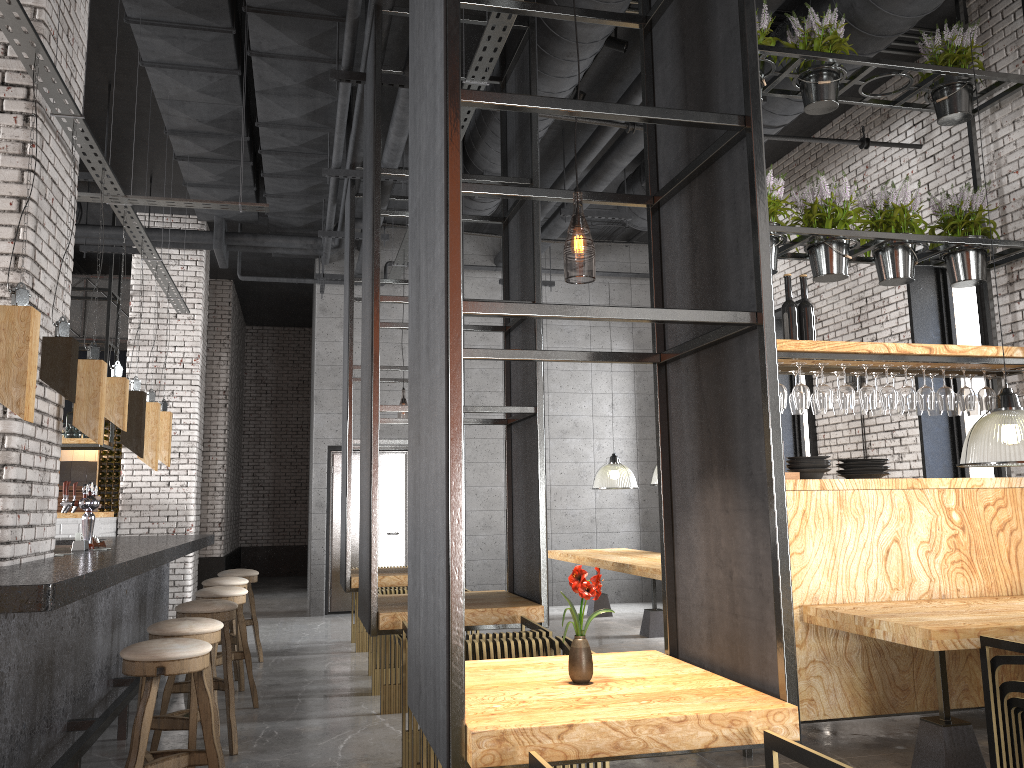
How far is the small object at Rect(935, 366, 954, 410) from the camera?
5.3 meters

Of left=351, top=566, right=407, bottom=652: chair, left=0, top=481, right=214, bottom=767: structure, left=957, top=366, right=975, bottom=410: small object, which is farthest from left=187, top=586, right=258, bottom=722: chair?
left=957, top=366, right=975, bottom=410: small object

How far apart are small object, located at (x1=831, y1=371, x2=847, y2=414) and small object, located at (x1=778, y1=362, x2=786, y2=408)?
0.62m

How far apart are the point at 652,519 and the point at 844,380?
7.09m

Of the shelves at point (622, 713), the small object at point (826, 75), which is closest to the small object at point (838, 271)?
the small object at point (826, 75)

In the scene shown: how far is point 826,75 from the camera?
5.6m

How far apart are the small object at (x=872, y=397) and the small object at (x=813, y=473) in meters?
0.5

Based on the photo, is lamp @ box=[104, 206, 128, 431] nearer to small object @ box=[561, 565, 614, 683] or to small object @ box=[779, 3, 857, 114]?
small object @ box=[561, 565, 614, 683]

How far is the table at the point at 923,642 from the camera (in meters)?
3.83

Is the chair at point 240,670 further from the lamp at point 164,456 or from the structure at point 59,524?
the structure at point 59,524
